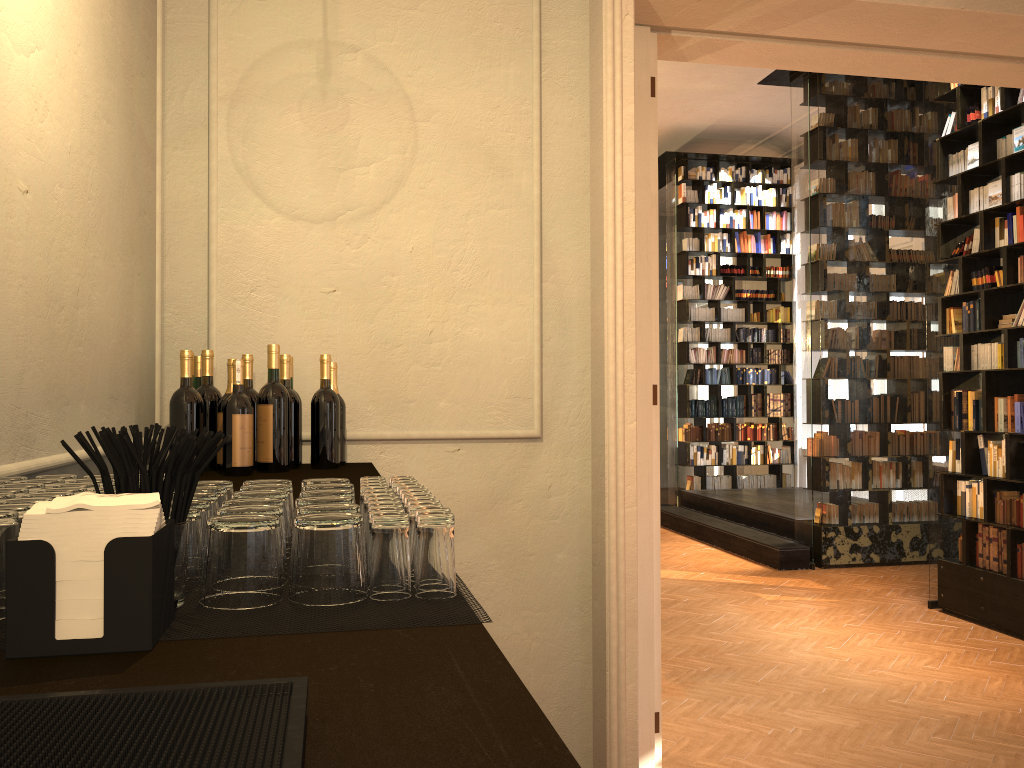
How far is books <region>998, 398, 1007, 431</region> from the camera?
6.35m

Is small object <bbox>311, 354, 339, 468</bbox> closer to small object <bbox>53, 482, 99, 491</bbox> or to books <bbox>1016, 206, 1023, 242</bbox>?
small object <bbox>53, 482, 99, 491</bbox>

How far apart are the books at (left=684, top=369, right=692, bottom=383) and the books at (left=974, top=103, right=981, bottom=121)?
5.94m

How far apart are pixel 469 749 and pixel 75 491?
0.8 meters

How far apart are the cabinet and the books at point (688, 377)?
9.54m

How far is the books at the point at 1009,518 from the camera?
6.28m

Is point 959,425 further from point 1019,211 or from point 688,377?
point 688,377

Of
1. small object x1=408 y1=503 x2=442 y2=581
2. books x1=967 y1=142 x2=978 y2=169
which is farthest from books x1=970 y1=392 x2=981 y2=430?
small object x1=408 y1=503 x2=442 y2=581

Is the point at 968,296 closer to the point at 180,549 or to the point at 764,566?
the point at 764,566

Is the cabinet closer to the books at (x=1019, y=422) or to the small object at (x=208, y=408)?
the small object at (x=208, y=408)
